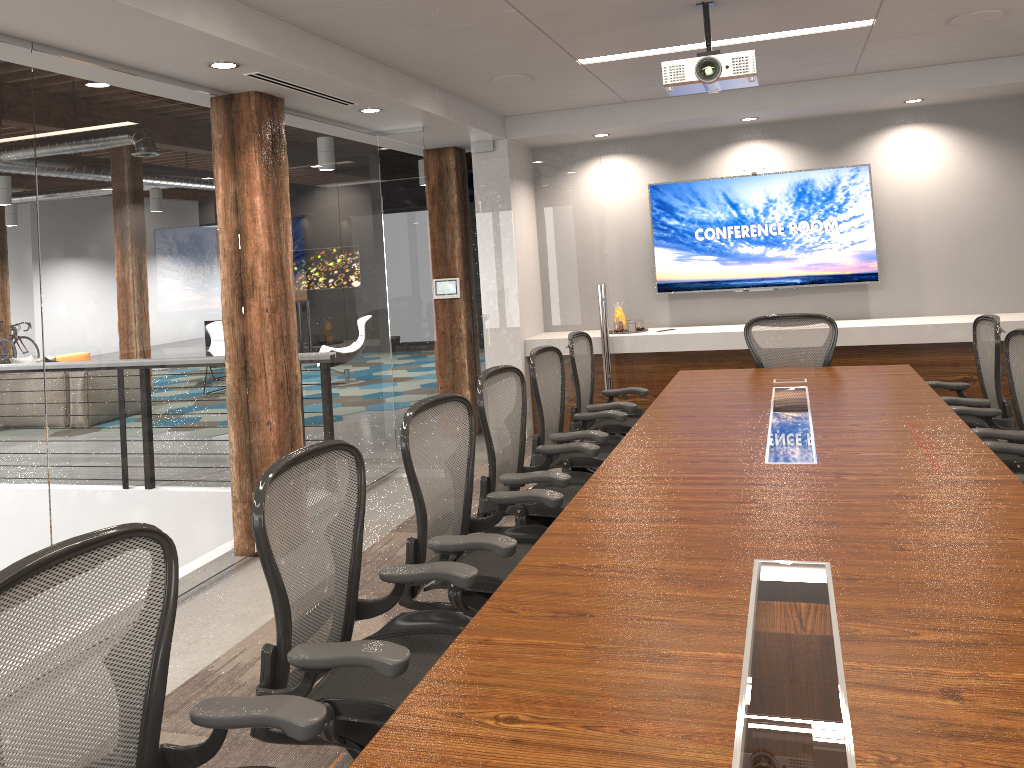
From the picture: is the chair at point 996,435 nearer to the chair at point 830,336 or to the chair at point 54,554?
the chair at point 830,336

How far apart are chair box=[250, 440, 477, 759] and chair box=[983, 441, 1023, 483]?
2.3 meters

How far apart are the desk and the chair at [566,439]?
0.23m

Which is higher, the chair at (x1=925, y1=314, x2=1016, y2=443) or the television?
the television

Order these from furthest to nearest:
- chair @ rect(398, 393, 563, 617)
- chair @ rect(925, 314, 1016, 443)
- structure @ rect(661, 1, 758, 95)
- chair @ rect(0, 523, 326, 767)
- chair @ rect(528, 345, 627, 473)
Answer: chair @ rect(925, 314, 1016, 443), chair @ rect(528, 345, 627, 473), structure @ rect(661, 1, 758, 95), chair @ rect(398, 393, 563, 617), chair @ rect(0, 523, 326, 767)

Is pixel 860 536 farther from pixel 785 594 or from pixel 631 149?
pixel 631 149

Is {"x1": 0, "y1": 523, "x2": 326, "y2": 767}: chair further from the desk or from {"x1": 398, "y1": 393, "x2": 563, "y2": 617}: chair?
{"x1": 398, "y1": 393, "x2": 563, "y2": 617}: chair

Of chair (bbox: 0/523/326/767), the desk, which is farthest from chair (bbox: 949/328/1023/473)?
chair (bbox: 0/523/326/767)

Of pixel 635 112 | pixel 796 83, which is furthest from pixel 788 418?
pixel 635 112

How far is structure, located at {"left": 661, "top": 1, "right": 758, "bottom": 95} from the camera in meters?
4.1
